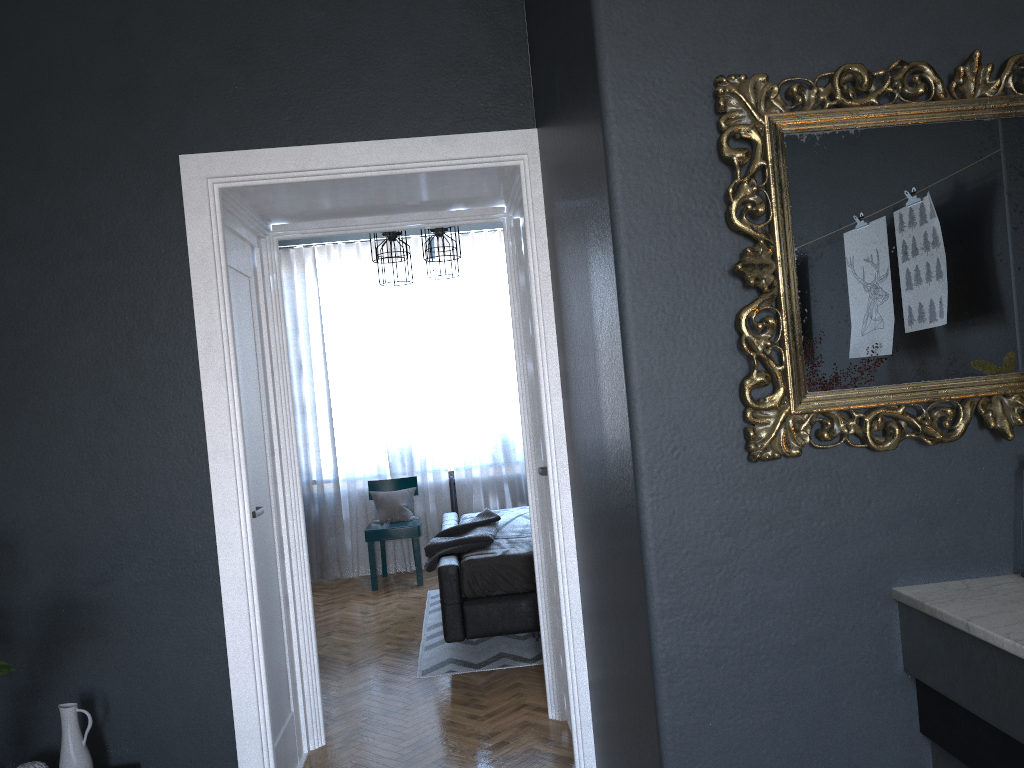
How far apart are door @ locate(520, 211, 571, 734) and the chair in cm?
330

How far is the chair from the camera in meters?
6.8 m

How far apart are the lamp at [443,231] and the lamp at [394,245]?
0.7m

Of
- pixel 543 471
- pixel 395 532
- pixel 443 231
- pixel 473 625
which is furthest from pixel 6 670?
pixel 395 532

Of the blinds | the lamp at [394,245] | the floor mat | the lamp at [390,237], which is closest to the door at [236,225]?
the floor mat

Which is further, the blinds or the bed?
the blinds

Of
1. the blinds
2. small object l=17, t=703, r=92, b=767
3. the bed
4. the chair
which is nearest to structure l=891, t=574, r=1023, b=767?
small object l=17, t=703, r=92, b=767

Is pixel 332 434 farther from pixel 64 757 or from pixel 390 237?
pixel 64 757

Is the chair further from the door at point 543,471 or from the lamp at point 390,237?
the door at point 543,471

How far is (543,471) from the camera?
3.5 meters
